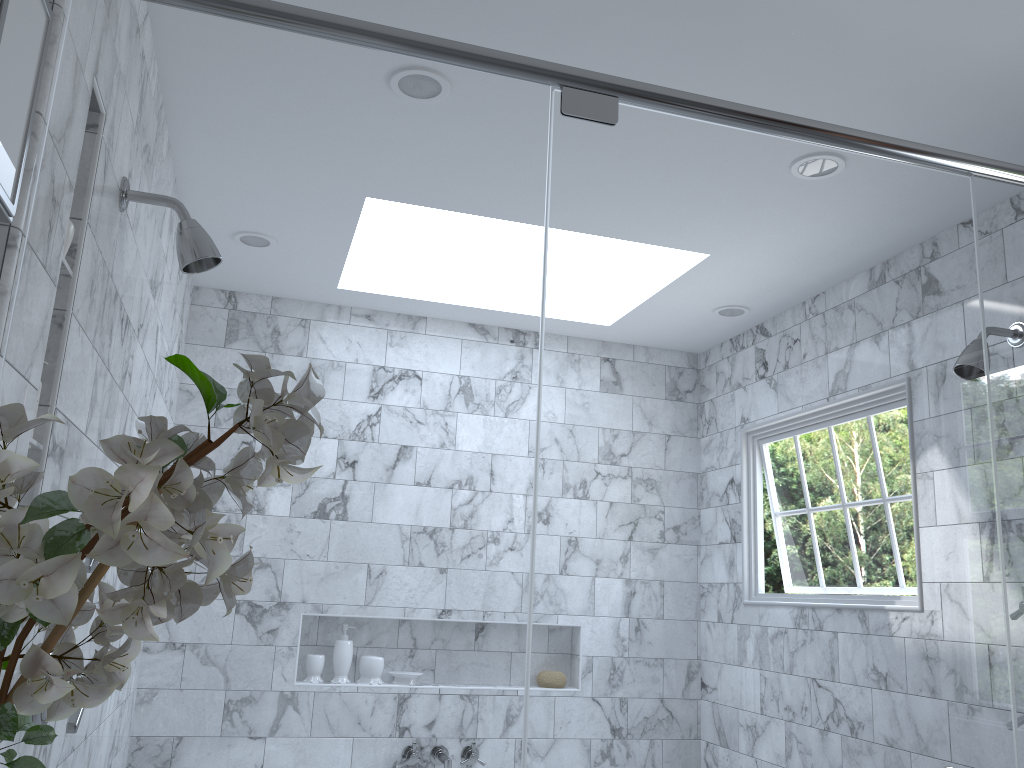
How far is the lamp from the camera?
0.86m

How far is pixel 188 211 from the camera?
5.99m

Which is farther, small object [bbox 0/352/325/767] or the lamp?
the lamp

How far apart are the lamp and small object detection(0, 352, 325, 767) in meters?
0.3 m

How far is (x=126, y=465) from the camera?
0.7 meters

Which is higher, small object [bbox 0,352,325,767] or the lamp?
the lamp

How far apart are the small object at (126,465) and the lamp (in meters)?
0.28

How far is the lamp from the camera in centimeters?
86cm

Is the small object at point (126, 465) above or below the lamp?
below

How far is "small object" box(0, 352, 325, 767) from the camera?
0.7 meters
